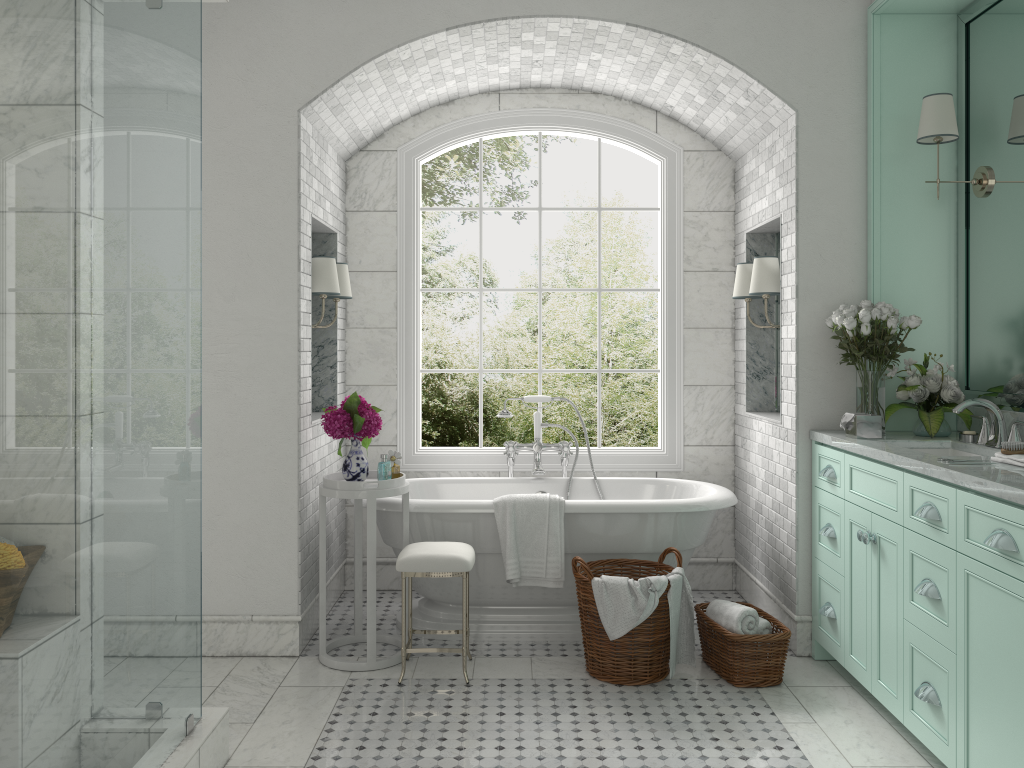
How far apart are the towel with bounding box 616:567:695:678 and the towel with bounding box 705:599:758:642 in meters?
0.1 m

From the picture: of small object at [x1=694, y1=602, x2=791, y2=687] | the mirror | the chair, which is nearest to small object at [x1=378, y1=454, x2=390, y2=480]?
the chair

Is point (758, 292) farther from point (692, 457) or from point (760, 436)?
point (692, 457)

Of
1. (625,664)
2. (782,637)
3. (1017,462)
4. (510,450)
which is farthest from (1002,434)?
(510,450)

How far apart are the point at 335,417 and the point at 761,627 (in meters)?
2.29

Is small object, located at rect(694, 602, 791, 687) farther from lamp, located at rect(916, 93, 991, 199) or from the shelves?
lamp, located at rect(916, 93, 991, 199)

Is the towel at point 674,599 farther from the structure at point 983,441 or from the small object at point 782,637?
the structure at point 983,441

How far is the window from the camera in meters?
5.6

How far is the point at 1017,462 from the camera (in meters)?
3.12

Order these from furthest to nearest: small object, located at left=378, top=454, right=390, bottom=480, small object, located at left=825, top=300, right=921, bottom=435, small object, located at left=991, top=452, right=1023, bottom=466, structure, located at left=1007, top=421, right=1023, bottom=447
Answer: small object, located at left=378, top=454, right=390, bottom=480 → small object, located at left=825, top=300, right=921, bottom=435 → structure, located at left=1007, top=421, right=1023, bottom=447 → small object, located at left=991, top=452, right=1023, bottom=466
